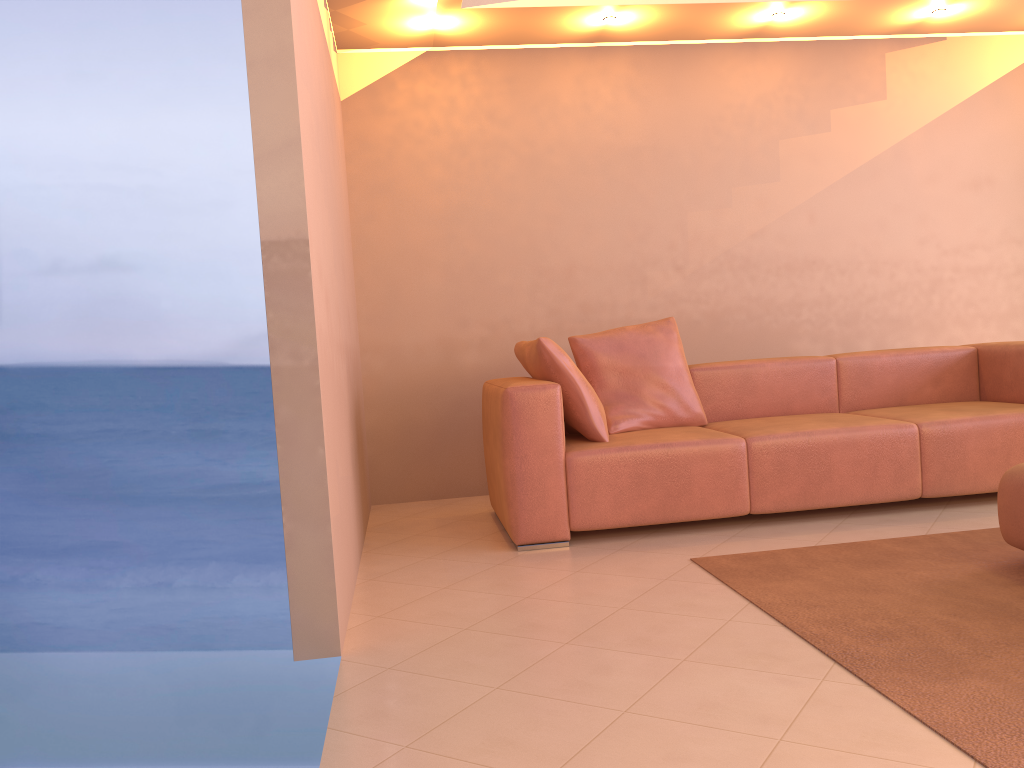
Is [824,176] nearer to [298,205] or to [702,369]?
[702,369]

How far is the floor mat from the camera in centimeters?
182cm

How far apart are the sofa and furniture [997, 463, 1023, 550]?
0.8 meters

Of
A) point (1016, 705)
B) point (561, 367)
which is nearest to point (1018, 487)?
point (1016, 705)

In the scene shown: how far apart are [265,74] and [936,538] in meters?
2.8 m

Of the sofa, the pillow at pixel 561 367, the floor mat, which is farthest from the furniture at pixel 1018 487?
the pillow at pixel 561 367

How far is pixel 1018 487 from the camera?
2.8m

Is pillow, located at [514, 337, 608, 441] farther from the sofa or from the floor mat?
the floor mat

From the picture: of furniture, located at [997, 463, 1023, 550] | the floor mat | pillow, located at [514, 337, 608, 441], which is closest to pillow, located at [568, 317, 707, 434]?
pillow, located at [514, 337, 608, 441]

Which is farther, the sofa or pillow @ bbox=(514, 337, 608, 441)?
pillow @ bbox=(514, 337, 608, 441)
